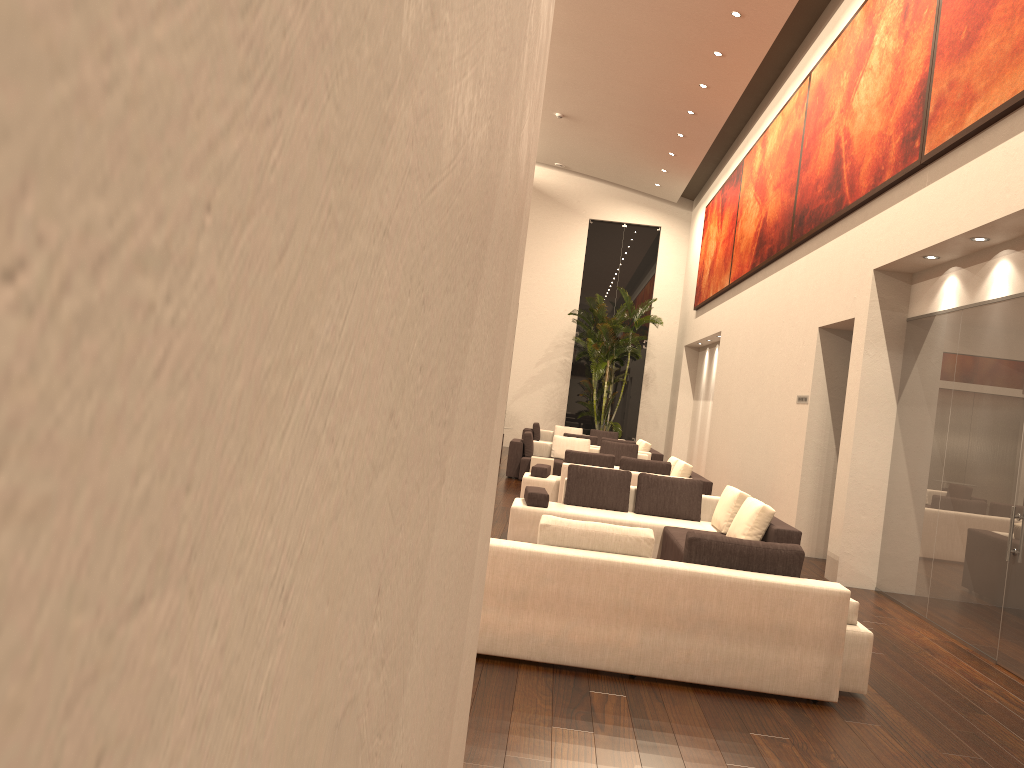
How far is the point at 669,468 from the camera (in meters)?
12.21

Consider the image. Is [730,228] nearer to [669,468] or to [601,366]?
[601,366]

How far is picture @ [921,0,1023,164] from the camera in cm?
646

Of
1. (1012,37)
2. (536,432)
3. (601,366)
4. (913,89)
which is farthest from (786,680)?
(601,366)

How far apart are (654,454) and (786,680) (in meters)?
12.62

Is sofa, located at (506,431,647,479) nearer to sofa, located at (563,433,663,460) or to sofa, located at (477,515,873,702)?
sofa, located at (563,433,663,460)

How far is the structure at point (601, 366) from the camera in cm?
2244

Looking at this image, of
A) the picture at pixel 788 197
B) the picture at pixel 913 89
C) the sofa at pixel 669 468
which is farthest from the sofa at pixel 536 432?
the picture at pixel 913 89

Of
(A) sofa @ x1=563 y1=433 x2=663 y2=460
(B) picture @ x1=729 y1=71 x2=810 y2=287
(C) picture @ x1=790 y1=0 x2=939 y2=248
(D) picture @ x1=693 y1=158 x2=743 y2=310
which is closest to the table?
(A) sofa @ x1=563 y1=433 x2=663 y2=460

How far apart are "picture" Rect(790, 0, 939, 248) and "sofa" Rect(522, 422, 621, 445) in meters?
10.4 m
